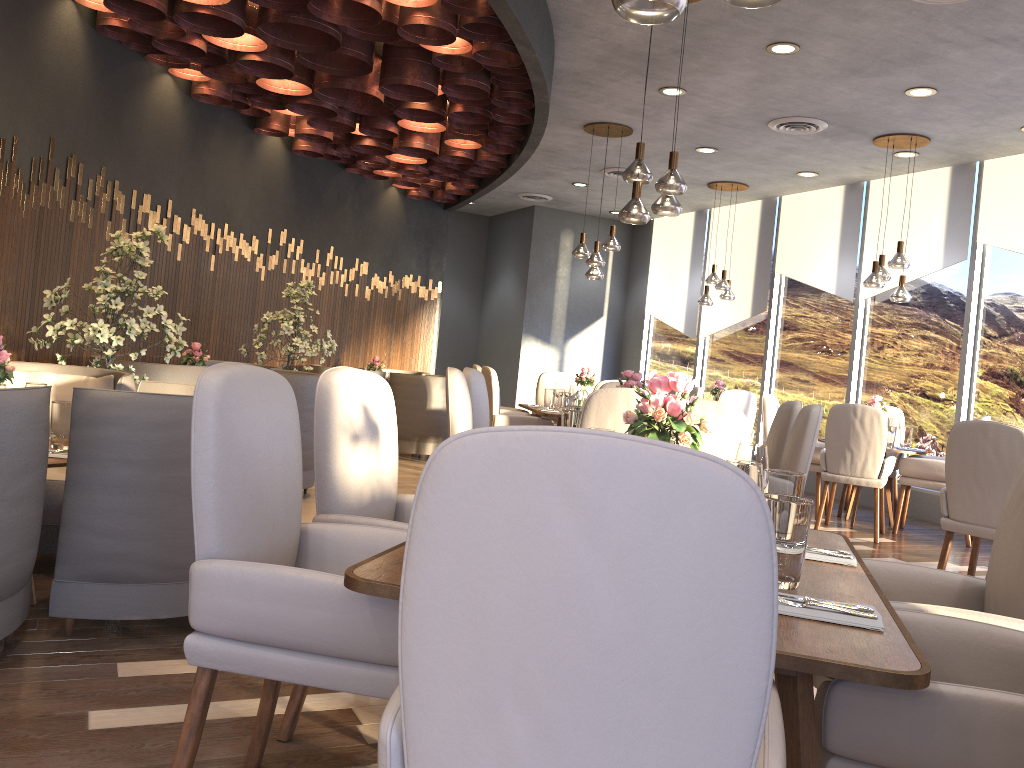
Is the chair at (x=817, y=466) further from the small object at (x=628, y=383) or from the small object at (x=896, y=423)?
the small object at (x=628, y=383)

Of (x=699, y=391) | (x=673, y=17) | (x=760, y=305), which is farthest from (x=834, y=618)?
(x=760, y=305)

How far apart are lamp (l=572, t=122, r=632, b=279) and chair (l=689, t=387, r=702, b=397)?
1.31m

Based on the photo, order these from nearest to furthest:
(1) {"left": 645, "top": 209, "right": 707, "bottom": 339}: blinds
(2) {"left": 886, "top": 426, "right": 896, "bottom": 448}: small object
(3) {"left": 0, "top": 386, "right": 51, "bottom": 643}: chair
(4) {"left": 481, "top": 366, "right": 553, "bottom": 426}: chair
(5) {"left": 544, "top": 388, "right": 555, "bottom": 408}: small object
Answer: (3) {"left": 0, "top": 386, "right": 51, "bottom": 643}: chair
(2) {"left": 886, "top": 426, "right": 896, "bottom": 448}: small object
(4) {"left": 481, "top": 366, "right": 553, "bottom": 426}: chair
(5) {"left": 544, "top": 388, "right": 555, "bottom": 408}: small object
(1) {"left": 645, "top": 209, "right": 707, "bottom": 339}: blinds

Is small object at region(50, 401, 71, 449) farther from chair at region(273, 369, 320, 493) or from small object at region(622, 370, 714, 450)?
chair at region(273, 369, 320, 493)

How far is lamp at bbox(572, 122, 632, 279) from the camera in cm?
765

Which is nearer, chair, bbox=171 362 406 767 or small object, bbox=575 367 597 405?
chair, bbox=171 362 406 767

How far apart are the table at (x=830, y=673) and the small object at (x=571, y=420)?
2.0 meters

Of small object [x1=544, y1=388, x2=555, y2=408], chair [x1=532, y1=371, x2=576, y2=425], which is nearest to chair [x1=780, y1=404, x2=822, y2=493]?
small object [x1=544, y1=388, x2=555, y2=408]

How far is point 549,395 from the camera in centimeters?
794cm
